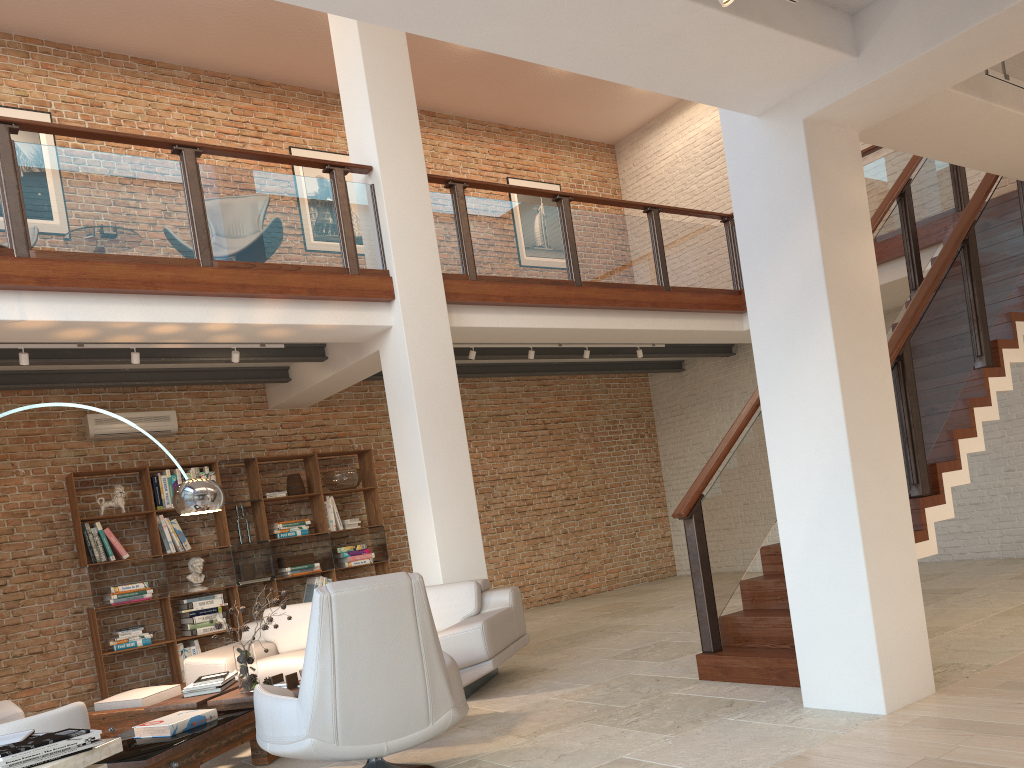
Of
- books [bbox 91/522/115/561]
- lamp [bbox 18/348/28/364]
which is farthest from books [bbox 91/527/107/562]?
lamp [bbox 18/348/28/364]

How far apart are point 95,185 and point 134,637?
4.1 meters

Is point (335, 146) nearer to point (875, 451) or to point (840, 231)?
point (840, 231)

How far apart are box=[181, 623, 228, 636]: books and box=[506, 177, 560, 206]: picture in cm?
675

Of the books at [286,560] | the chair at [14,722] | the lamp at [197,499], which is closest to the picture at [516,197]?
the books at [286,560]

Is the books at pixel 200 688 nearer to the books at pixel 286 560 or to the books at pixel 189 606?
the books at pixel 189 606

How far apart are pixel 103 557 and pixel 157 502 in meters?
0.7 m

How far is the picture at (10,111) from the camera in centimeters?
856cm

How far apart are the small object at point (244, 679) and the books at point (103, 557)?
3.67m

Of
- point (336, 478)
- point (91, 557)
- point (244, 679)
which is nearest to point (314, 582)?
point (336, 478)
